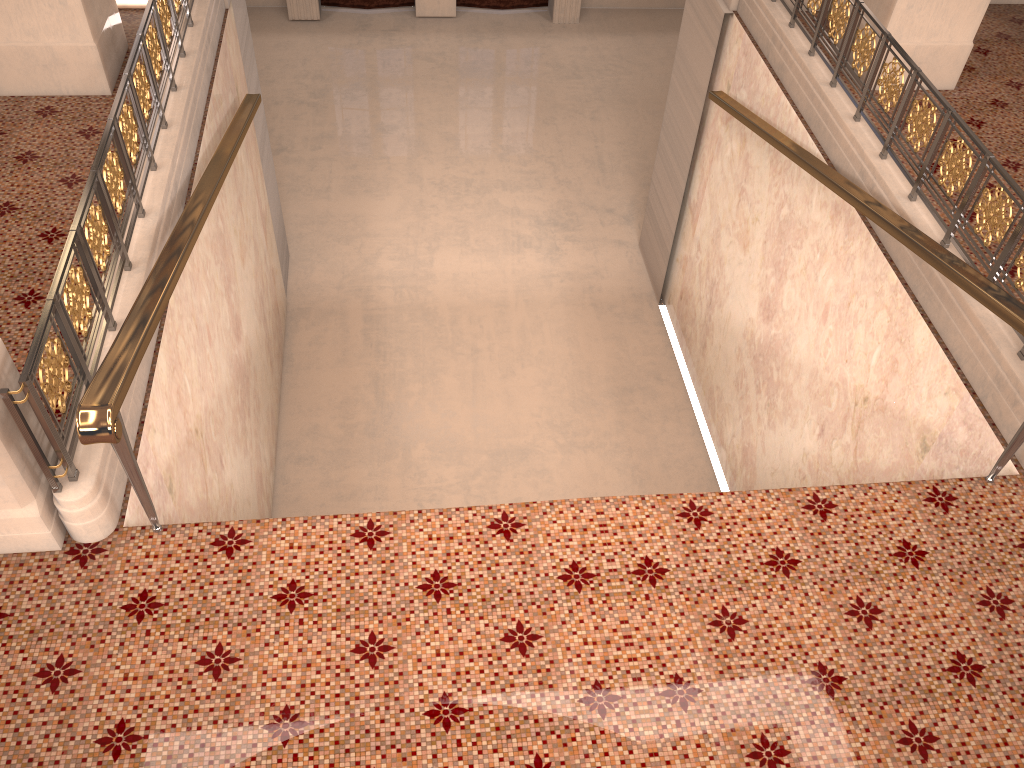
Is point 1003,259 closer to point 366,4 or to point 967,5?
point 967,5

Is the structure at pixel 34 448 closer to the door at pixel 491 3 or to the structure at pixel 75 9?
the structure at pixel 75 9

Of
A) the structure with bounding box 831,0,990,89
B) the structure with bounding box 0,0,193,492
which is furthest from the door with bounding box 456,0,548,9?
the structure with bounding box 0,0,193,492

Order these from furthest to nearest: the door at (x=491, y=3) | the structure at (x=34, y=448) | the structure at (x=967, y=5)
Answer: the door at (x=491, y=3)
the structure at (x=967, y=5)
the structure at (x=34, y=448)

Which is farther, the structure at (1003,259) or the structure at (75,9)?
the structure at (75,9)

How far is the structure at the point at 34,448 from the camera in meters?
3.2

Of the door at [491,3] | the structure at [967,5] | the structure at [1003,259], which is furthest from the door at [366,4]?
the structure at [967,5]

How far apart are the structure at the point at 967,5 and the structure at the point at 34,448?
4.9m

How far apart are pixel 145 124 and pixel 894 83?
4.4m

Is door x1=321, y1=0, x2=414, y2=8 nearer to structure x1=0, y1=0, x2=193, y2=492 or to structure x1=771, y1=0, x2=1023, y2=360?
structure x1=0, y1=0, x2=193, y2=492
